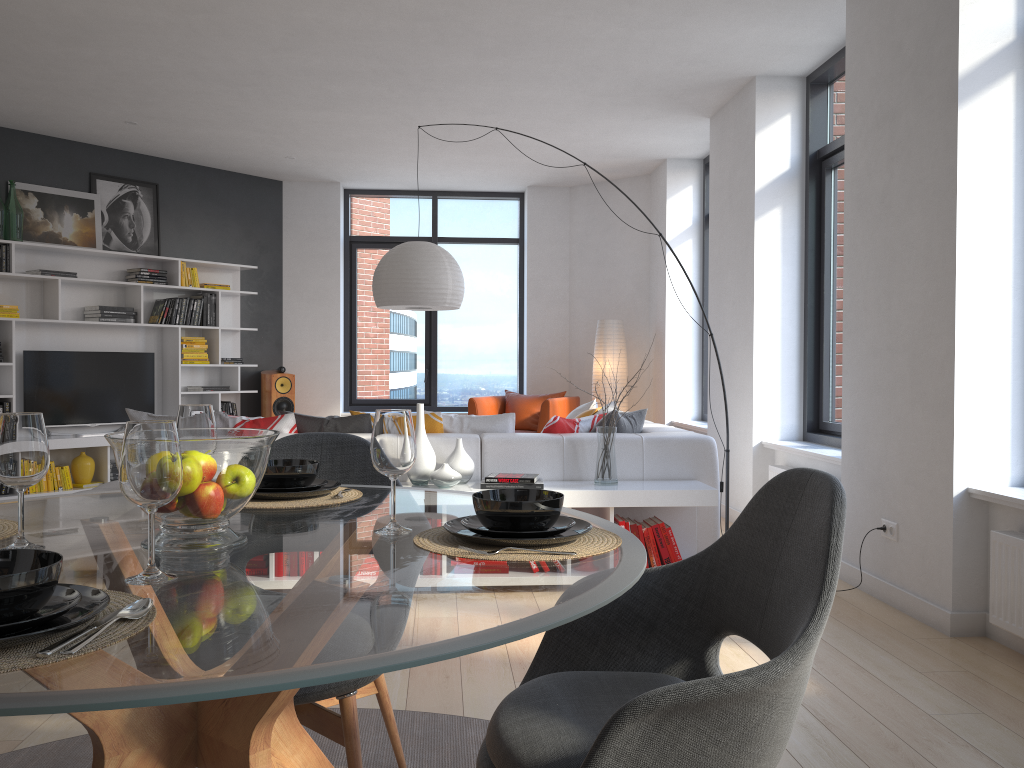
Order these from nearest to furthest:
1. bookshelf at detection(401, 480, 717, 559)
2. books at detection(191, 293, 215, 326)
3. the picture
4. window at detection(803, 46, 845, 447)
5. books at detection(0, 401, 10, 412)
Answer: bookshelf at detection(401, 480, 717, 559)
window at detection(803, 46, 845, 447)
books at detection(0, 401, 10, 412)
the picture
books at detection(191, 293, 215, 326)

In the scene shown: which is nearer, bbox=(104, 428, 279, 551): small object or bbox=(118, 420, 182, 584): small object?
bbox=(118, 420, 182, 584): small object

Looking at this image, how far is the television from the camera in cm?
723

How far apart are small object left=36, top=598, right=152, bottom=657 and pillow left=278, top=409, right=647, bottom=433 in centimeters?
365cm

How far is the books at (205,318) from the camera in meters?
8.2 m

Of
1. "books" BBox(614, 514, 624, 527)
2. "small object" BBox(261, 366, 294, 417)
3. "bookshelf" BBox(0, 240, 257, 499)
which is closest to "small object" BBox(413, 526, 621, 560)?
"books" BBox(614, 514, 624, 527)

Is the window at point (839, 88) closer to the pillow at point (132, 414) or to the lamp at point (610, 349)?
the lamp at point (610, 349)

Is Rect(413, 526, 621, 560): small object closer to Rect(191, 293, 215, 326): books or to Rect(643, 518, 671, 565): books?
Rect(643, 518, 671, 565): books

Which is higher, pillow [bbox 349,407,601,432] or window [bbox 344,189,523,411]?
window [bbox 344,189,523,411]

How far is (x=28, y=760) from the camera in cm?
239
